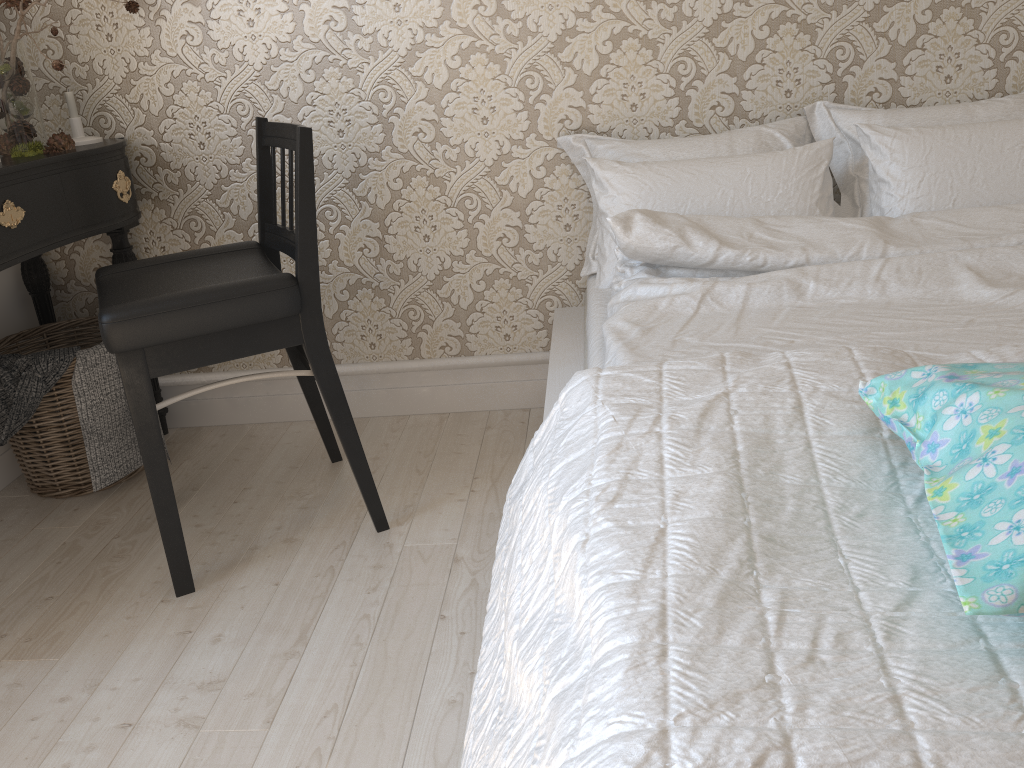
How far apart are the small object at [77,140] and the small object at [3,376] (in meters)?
0.50

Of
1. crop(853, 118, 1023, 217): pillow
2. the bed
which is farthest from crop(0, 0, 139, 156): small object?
crop(853, 118, 1023, 217): pillow

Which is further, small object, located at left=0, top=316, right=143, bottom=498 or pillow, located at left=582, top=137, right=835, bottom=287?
small object, located at left=0, top=316, right=143, bottom=498

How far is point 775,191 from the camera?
1.8m

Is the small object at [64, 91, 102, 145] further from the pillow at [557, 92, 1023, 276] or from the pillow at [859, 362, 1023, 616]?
the pillow at [859, 362, 1023, 616]

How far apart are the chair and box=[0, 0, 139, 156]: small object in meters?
0.3

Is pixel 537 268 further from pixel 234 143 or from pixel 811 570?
pixel 811 570

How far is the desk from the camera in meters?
1.8 m

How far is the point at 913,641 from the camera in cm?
70

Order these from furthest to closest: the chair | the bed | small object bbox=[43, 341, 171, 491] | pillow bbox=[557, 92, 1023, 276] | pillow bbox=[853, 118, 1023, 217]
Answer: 1. small object bbox=[43, 341, 171, 491]
2. pillow bbox=[557, 92, 1023, 276]
3. pillow bbox=[853, 118, 1023, 217]
4. the chair
5. the bed
